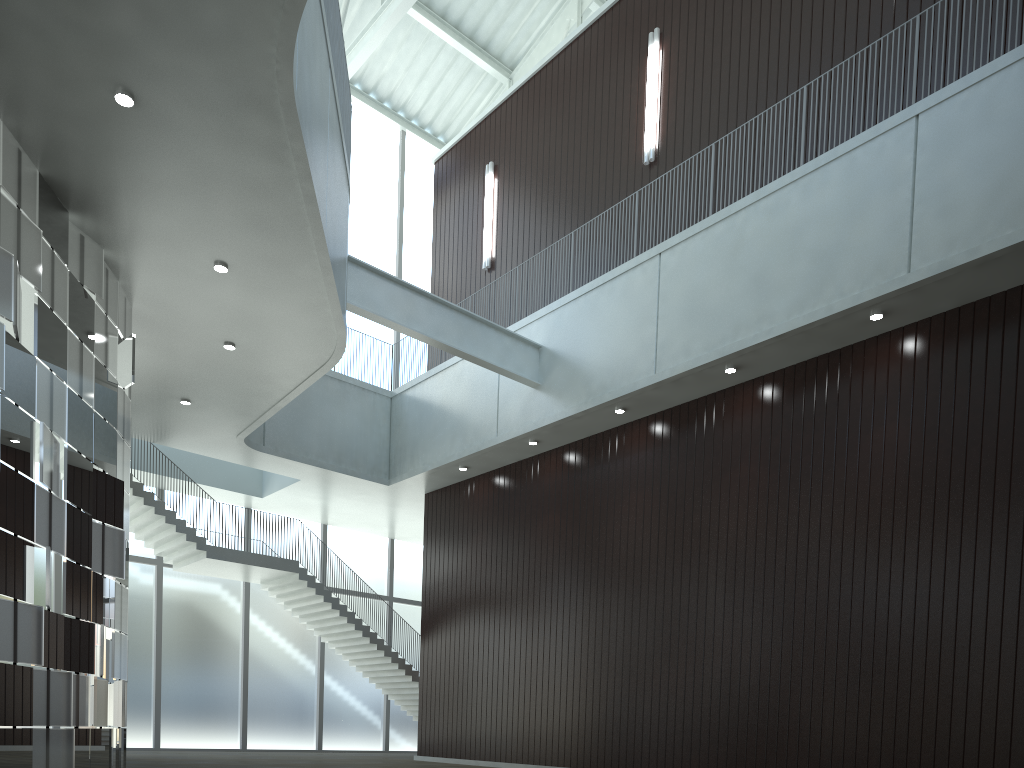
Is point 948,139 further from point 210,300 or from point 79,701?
point 79,701
